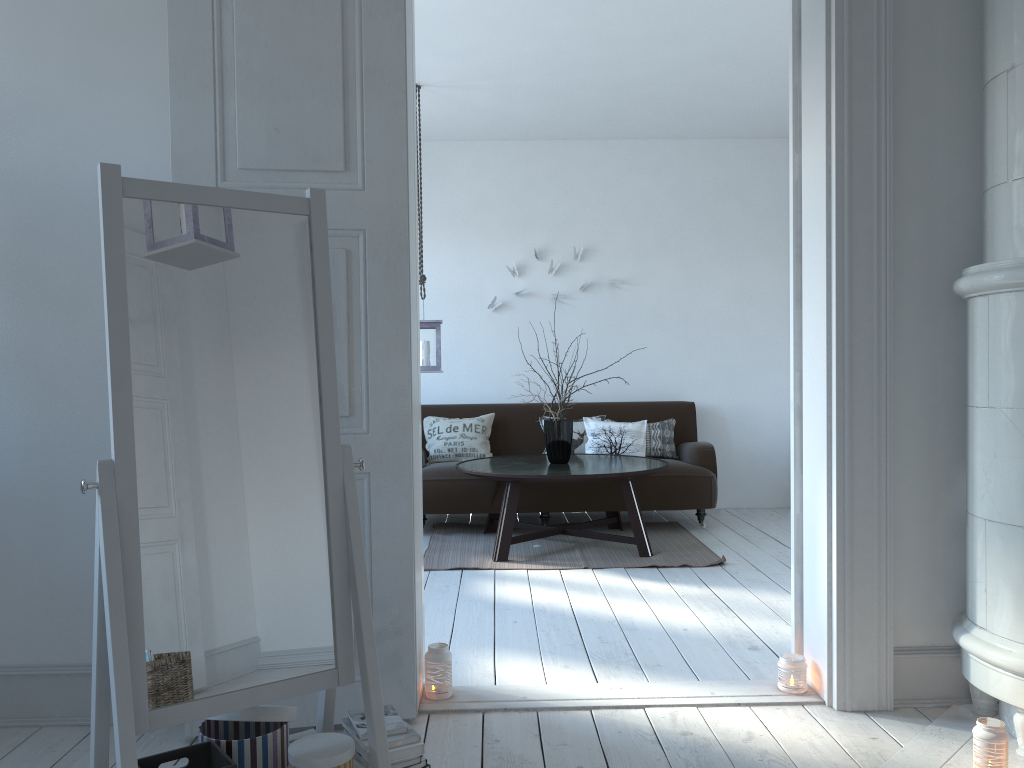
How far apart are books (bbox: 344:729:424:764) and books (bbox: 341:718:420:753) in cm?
1

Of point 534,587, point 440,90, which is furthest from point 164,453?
point 440,90

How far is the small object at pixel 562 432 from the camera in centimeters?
537cm

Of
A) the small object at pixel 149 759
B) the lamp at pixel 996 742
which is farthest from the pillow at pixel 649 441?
the small object at pixel 149 759

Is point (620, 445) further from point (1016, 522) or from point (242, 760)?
point (242, 760)

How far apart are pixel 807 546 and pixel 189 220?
2.2 meters

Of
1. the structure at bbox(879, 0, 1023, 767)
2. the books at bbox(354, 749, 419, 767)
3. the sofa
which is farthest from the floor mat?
the books at bbox(354, 749, 419, 767)

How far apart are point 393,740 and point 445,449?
4.21m

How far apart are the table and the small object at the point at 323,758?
2.9 meters

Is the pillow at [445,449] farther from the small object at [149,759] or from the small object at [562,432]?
the small object at [149,759]
